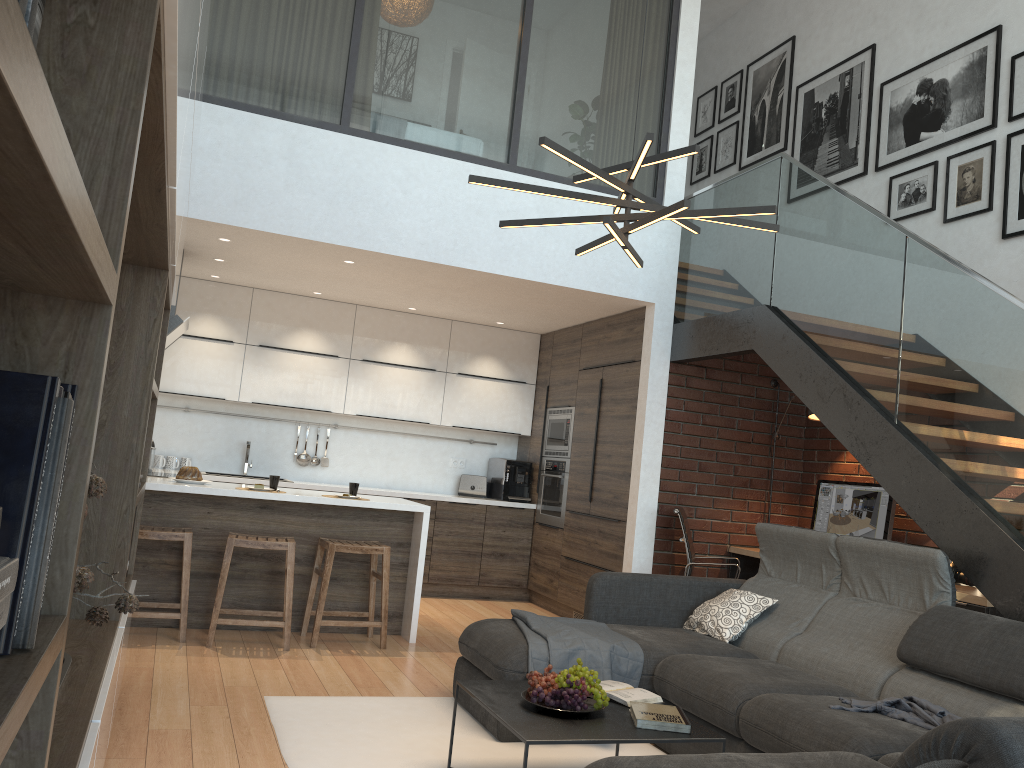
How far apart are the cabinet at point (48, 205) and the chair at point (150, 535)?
1.21m

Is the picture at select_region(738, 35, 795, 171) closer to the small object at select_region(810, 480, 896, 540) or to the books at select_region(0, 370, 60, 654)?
the small object at select_region(810, 480, 896, 540)

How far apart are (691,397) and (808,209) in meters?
1.7 m

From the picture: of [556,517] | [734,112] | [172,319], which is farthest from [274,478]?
[734,112]

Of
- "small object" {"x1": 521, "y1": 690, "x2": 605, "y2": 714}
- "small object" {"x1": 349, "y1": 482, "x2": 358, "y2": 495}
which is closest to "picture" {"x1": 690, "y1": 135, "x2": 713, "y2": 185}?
"small object" {"x1": 349, "y1": 482, "x2": 358, "y2": 495}

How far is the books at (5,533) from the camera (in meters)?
0.82

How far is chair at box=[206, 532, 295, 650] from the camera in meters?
4.9

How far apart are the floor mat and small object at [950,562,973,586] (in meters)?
2.29

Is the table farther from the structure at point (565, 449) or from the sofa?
the structure at point (565, 449)

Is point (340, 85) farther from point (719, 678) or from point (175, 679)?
point (719, 678)
